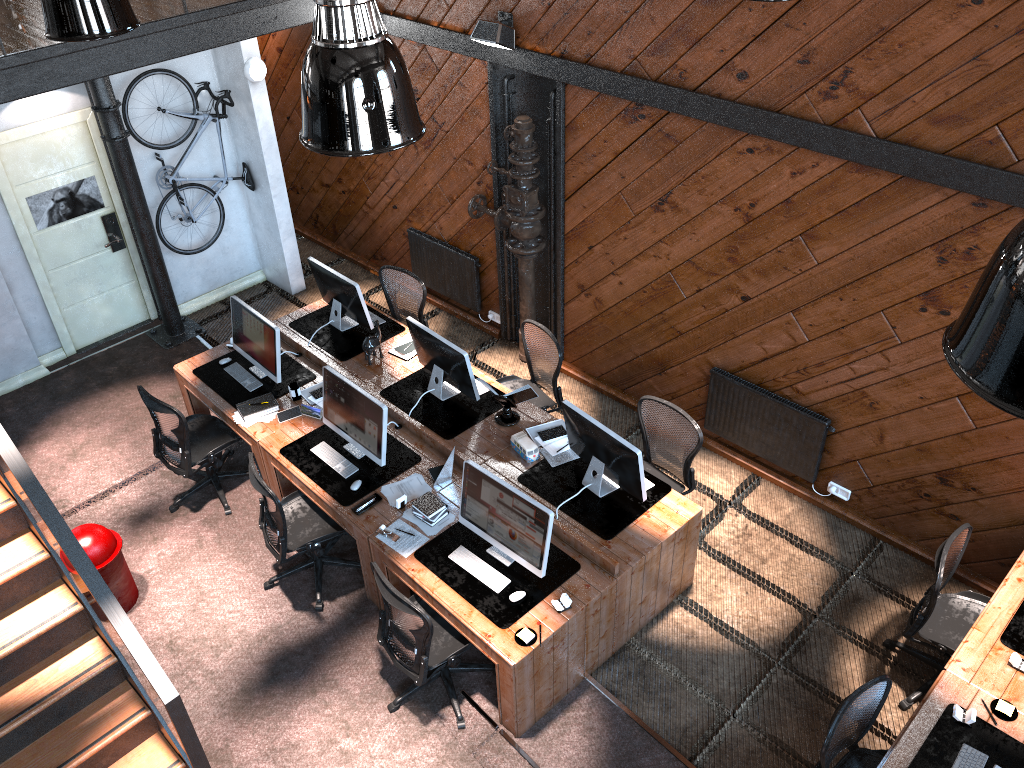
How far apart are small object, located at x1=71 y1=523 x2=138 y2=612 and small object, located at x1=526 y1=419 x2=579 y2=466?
2.95m

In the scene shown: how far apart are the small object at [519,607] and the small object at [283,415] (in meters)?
1.60

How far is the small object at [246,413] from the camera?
6.74m

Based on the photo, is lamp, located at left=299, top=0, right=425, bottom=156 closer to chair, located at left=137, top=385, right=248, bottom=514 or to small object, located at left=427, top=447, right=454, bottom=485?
small object, located at left=427, top=447, right=454, bottom=485

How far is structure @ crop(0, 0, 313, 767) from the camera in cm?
432

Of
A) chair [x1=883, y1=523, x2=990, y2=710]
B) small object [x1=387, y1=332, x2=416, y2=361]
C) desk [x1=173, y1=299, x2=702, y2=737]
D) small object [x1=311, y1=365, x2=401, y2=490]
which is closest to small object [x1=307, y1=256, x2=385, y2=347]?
desk [x1=173, y1=299, x2=702, y2=737]

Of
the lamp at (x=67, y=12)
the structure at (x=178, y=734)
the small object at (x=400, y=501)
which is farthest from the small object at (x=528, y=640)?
the lamp at (x=67, y=12)

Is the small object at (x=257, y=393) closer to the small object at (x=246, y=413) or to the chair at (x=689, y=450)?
the small object at (x=246, y=413)

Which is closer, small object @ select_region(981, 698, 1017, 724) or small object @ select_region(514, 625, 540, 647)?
small object @ select_region(981, 698, 1017, 724)

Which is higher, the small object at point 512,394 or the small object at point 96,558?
the small object at point 512,394
